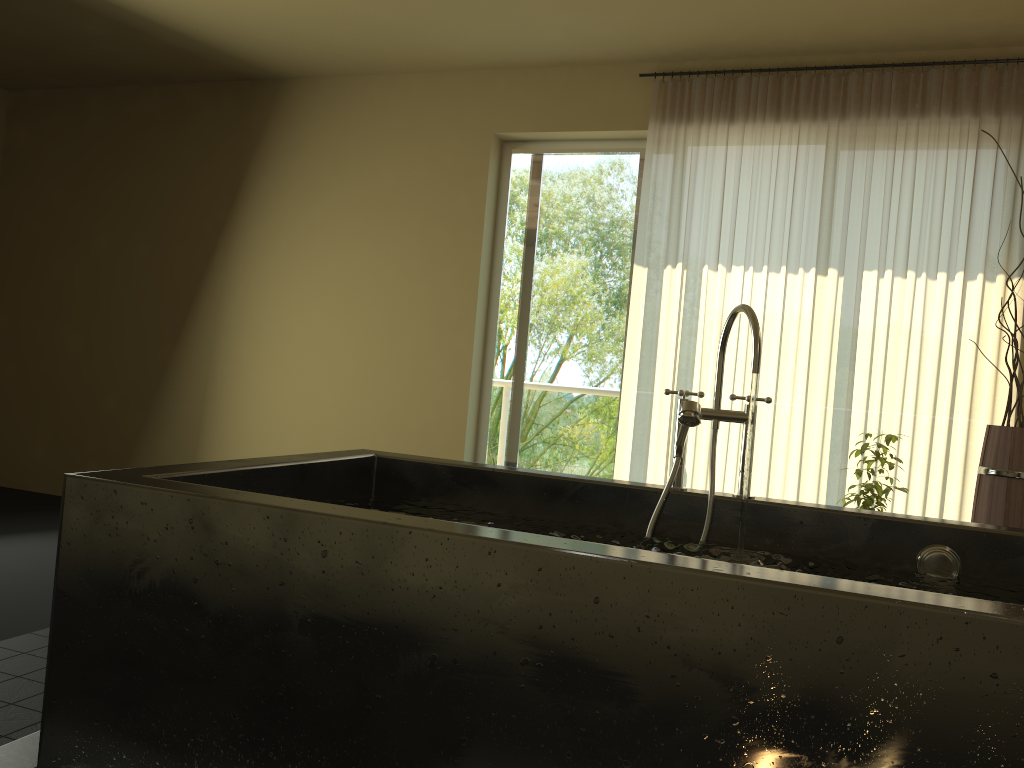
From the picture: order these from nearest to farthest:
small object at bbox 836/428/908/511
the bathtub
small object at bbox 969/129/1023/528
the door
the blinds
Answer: the bathtub < small object at bbox 969/129/1023/528 < small object at bbox 836/428/908/511 < the blinds < the door

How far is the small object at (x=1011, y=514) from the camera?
3.2m

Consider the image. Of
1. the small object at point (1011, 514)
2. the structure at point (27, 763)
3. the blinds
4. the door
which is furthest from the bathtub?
the door

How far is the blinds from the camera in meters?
3.9

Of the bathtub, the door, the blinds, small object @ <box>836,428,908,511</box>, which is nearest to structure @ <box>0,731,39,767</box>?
the bathtub

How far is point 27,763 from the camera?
1.9 meters

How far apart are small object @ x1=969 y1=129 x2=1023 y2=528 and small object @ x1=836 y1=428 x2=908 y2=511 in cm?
30

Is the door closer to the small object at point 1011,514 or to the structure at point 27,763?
the small object at point 1011,514

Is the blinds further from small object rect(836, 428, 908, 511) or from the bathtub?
the bathtub

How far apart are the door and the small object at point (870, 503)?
1.46m
